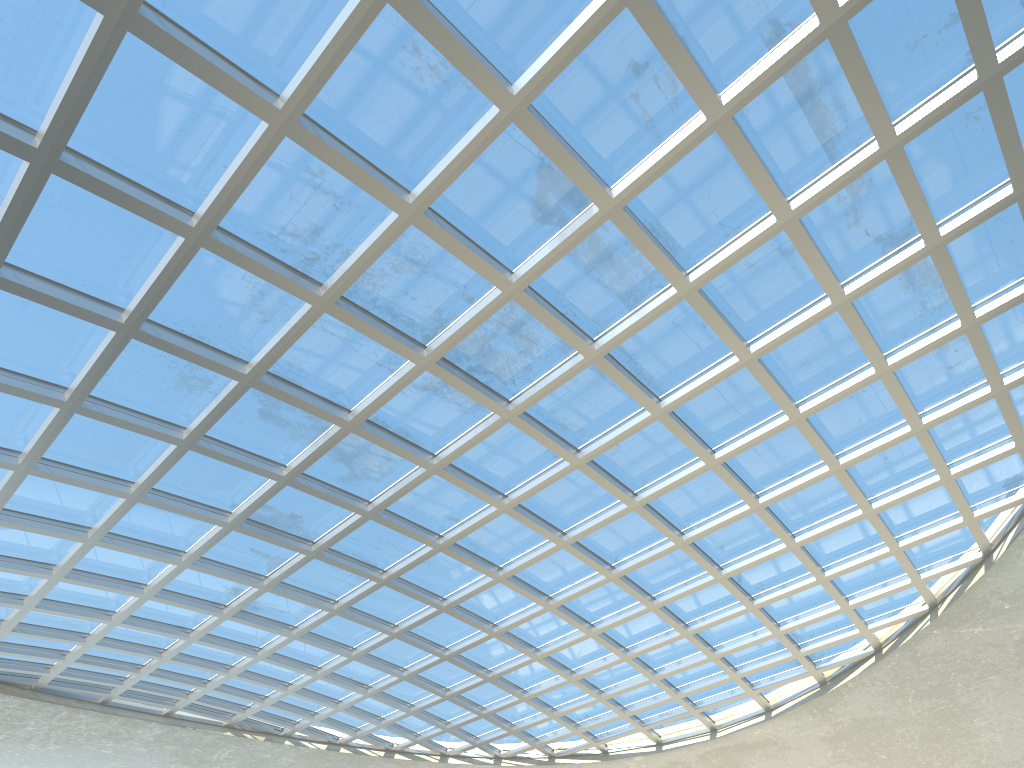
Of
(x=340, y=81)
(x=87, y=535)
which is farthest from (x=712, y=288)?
(x=87, y=535)

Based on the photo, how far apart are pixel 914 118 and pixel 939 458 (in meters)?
22.11

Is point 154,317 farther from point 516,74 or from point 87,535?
point 516,74

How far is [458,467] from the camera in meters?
48.8 m

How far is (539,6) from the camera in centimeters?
3021cm

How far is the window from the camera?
30.2 meters

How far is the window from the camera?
30.2m
